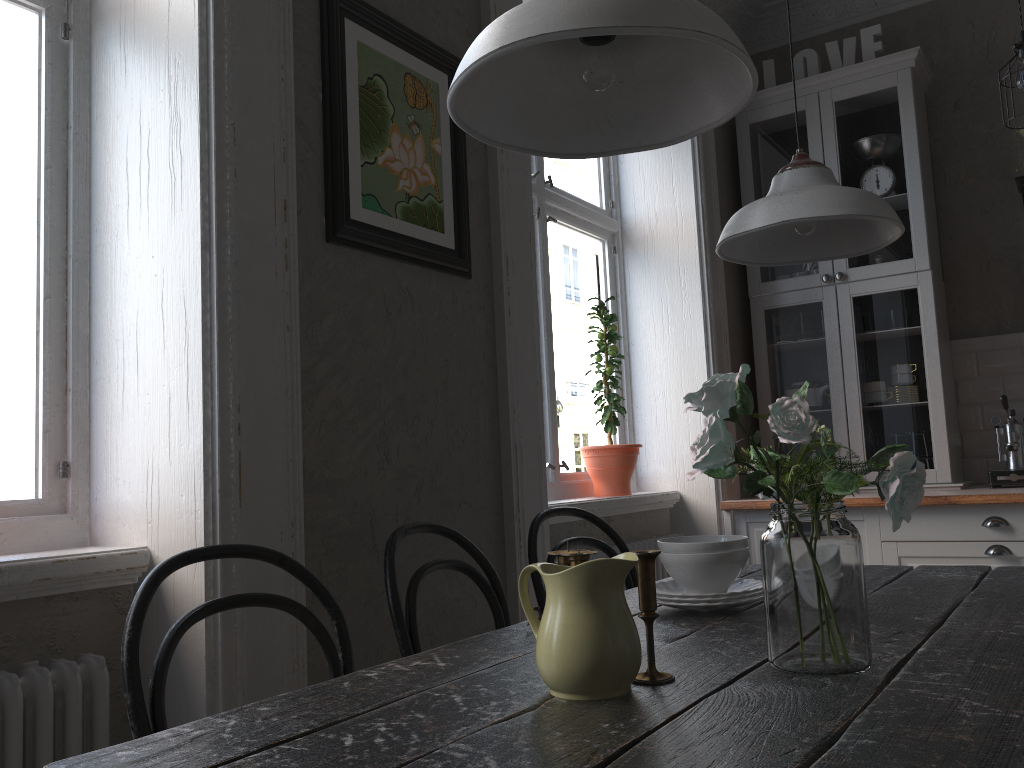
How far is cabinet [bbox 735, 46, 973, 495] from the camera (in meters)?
3.71

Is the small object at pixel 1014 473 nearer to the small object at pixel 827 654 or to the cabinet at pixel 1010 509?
the cabinet at pixel 1010 509

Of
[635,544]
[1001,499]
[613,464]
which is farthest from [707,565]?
[1001,499]

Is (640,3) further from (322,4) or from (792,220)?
(322,4)

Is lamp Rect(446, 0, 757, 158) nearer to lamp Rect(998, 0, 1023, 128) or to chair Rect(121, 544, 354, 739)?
chair Rect(121, 544, 354, 739)

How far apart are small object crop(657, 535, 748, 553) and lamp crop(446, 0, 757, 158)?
0.76m

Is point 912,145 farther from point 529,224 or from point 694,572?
point 694,572

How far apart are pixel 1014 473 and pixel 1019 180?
1.24m

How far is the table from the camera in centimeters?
86cm

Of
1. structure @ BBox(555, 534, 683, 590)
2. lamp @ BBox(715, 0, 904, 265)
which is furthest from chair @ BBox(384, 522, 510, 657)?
structure @ BBox(555, 534, 683, 590)
